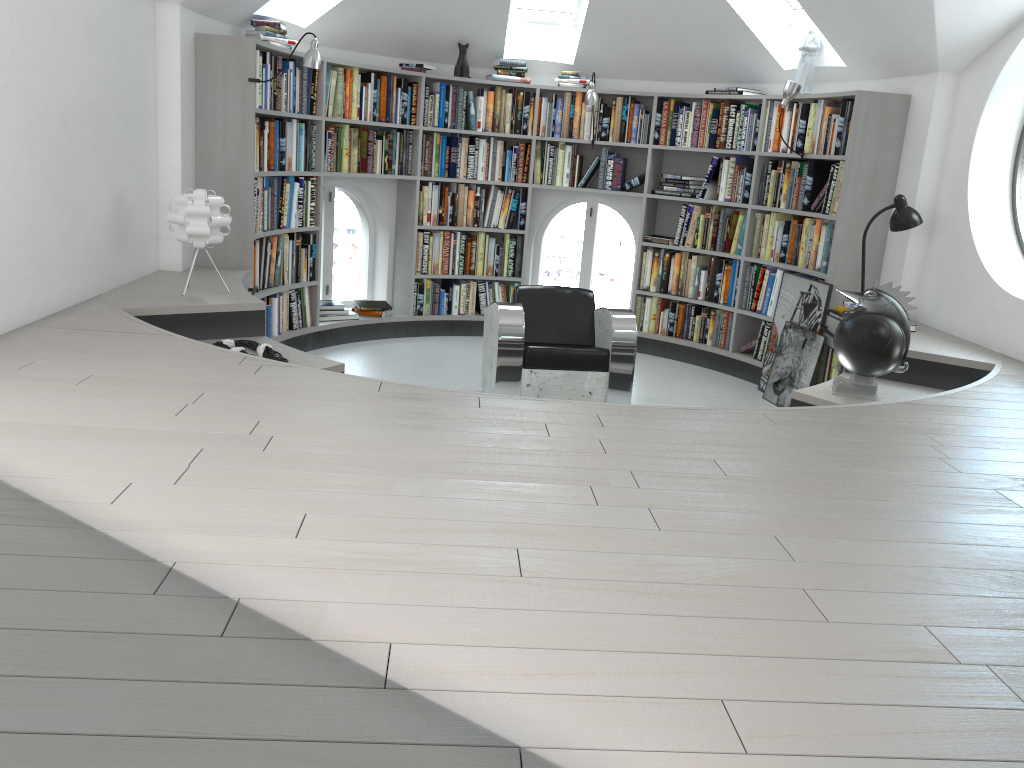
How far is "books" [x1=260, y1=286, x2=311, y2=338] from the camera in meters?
6.0 m

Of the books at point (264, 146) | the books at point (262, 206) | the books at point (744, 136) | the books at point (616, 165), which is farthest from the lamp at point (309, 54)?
the books at point (744, 136)

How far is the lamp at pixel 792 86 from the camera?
5.7m

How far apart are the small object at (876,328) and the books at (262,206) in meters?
3.5

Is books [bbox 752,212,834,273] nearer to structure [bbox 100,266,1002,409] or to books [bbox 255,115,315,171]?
structure [bbox 100,266,1002,409]

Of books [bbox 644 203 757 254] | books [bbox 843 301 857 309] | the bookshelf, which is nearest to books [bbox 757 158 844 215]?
the bookshelf

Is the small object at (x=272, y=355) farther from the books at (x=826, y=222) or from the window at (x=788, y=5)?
the window at (x=788, y=5)

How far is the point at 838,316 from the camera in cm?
528

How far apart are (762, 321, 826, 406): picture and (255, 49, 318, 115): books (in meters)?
3.55

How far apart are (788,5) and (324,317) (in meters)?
3.99
